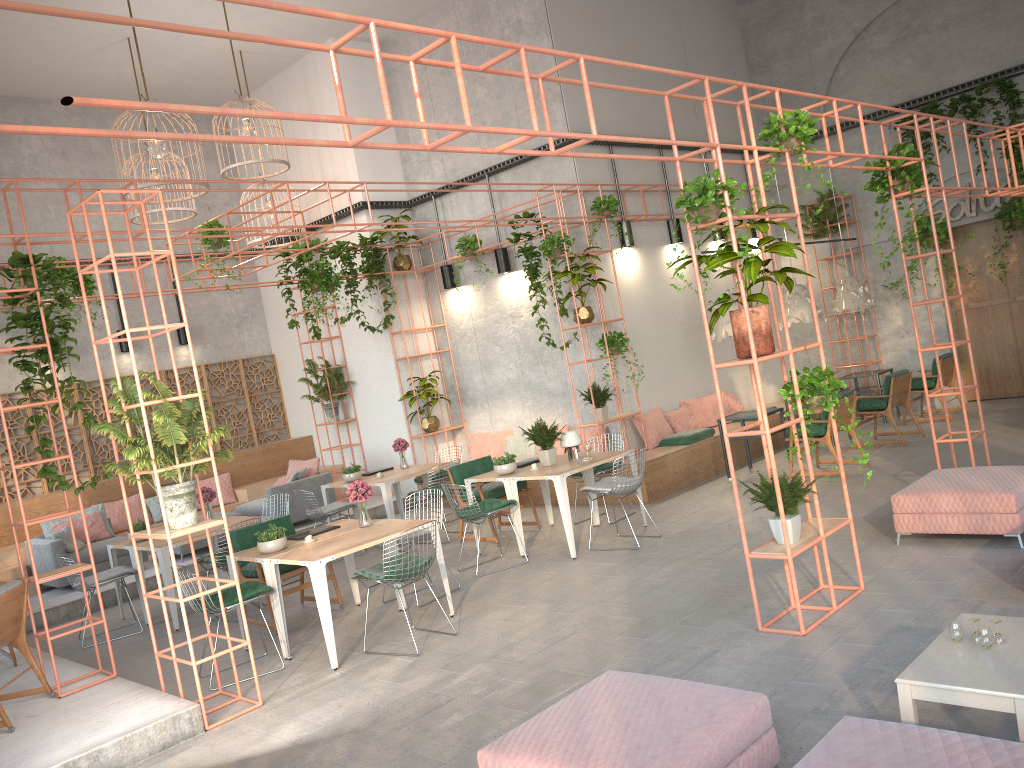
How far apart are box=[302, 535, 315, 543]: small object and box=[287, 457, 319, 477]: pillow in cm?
577

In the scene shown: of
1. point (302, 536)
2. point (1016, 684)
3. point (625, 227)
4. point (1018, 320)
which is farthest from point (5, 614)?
point (1018, 320)

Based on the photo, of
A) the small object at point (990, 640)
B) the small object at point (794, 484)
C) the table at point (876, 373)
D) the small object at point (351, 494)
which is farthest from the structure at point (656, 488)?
the small object at point (990, 640)

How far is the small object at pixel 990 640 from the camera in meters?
3.8 m

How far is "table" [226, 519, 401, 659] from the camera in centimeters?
719cm

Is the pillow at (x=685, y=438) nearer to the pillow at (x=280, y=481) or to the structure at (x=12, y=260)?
the structure at (x=12, y=260)

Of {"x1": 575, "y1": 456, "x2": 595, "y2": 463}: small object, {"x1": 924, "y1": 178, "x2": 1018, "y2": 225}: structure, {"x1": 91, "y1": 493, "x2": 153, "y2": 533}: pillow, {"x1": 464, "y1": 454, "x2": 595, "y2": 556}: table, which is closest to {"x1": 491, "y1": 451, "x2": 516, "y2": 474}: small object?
{"x1": 464, "y1": 454, "x2": 595, "y2": 556}: table

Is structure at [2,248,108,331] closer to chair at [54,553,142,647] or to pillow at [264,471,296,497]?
pillow at [264,471,296,497]

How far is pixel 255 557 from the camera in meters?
7.2

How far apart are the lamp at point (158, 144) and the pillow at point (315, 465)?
5.3 meters
